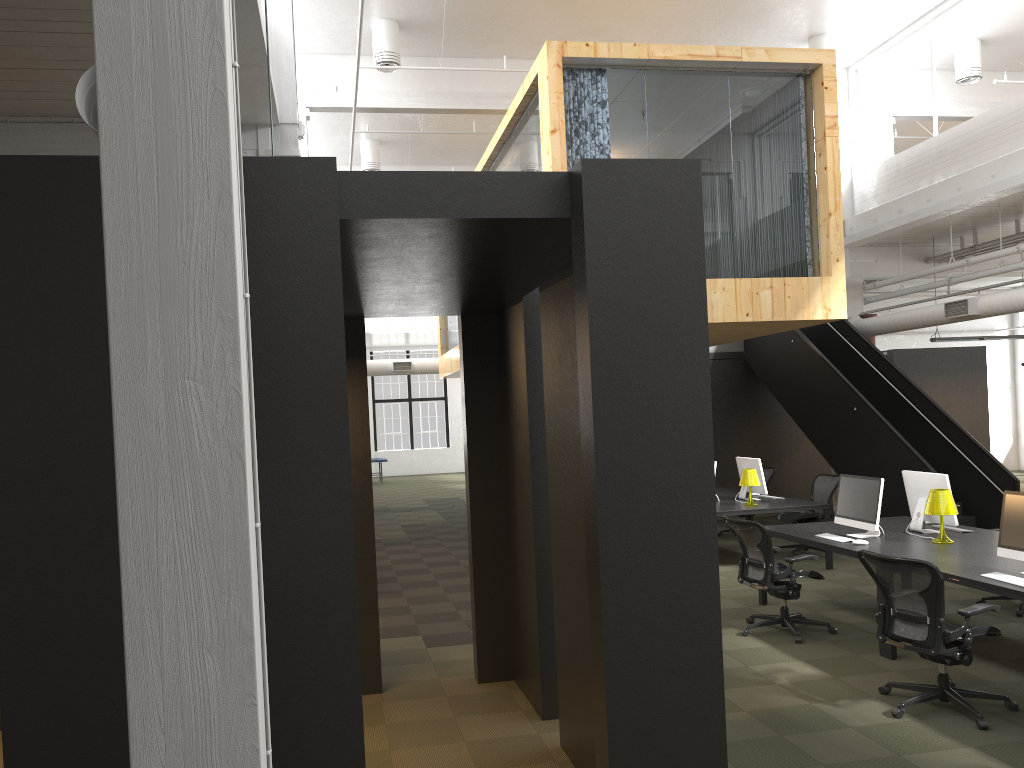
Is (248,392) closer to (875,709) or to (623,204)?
(623,204)

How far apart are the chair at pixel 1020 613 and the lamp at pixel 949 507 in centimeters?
126cm

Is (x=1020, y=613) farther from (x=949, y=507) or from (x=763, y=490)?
(x=763, y=490)

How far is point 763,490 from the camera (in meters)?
10.85

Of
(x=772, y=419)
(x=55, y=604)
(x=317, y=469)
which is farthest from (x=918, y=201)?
(x=55, y=604)

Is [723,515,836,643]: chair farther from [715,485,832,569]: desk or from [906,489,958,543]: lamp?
[715,485,832,569]: desk

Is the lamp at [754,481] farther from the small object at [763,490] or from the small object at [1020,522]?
the small object at [1020,522]

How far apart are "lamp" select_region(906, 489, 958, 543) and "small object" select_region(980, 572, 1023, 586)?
1.4 meters

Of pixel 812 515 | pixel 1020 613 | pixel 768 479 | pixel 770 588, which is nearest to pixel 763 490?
pixel 812 515

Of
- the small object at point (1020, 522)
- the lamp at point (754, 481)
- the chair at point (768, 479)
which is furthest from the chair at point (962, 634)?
the chair at point (768, 479)
